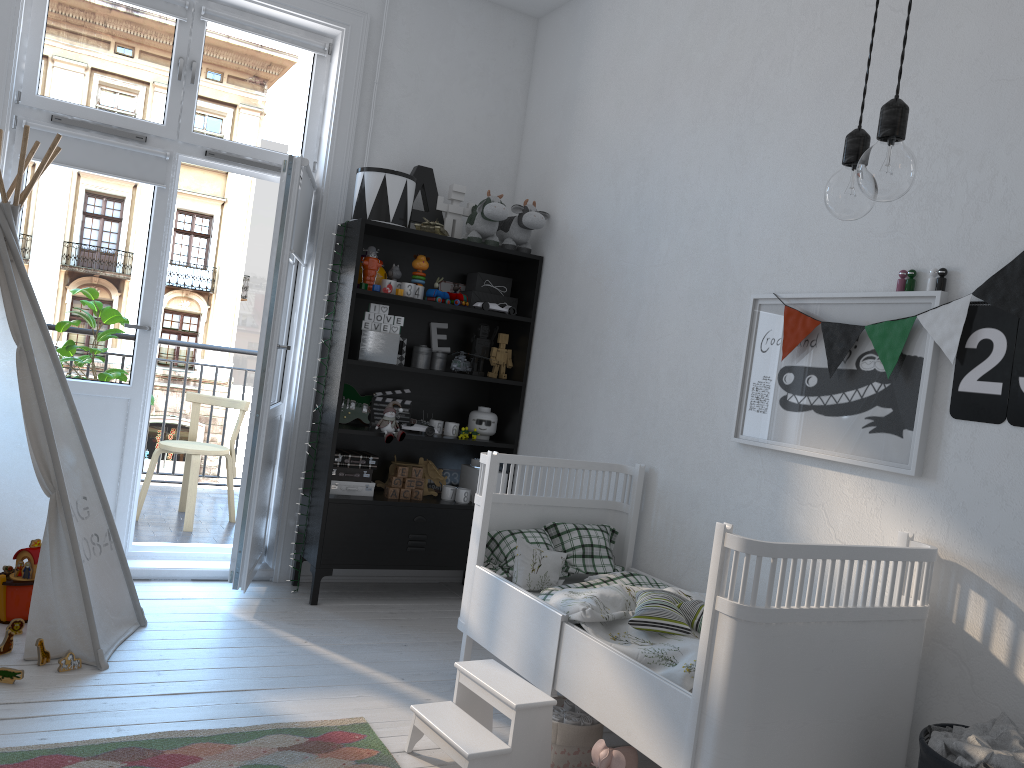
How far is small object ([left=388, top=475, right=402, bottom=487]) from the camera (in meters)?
4.05

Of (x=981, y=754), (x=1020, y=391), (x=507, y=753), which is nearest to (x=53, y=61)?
(x=507, y=753)

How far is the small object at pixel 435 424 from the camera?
4.2m

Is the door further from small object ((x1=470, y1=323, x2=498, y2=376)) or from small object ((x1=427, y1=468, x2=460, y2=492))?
small object ((x1=470, y1=323, x2=498, y2=376))

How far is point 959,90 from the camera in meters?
2.4 m

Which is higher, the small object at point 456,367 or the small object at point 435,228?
the small object at point 435,228

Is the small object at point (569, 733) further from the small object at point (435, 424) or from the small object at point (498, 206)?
the small object at point (498, 206)

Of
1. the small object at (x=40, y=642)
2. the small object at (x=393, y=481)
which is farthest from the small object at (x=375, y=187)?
the small object at (x=40, y=642)

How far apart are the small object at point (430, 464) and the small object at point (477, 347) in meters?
0.5 m

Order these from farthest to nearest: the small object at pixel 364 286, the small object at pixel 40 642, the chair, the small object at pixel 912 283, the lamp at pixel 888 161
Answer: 1. the chair
2. the small object at pixel 364 286
3. the small object at pixel 40 642
4. the small object at pixel 912 283
5. the lamp at pixel 888 161
